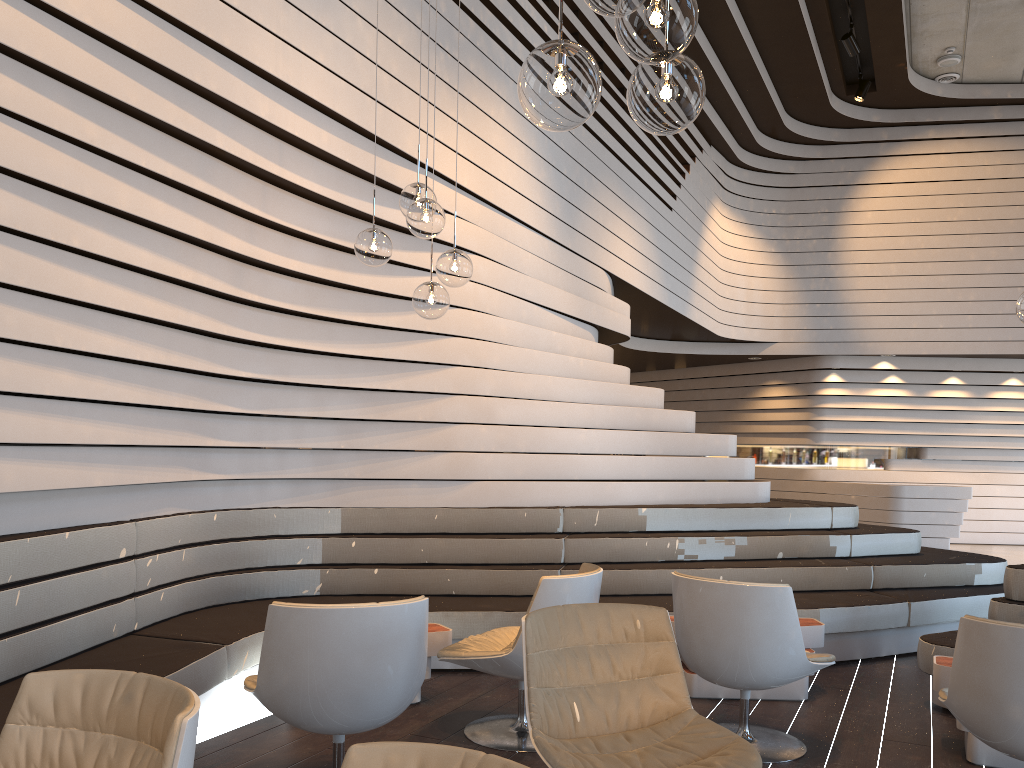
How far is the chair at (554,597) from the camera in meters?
3.6 m

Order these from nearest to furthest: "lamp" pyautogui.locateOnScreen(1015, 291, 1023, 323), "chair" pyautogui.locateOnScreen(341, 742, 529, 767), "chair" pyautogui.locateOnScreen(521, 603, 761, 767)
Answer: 1. "chair" pyautogui.locateOnScreen(341, 742, 529, 767)
2. "chair" pyautogui.locateOnScreen(521, 603, 761, 767)
3. "lamp" pyautogui.locateOnScreen(1015, 291, 1023, 323)

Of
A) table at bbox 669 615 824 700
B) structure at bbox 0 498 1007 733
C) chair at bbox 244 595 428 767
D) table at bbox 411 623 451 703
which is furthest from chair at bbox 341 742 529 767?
table at bbox 669 615 824 700

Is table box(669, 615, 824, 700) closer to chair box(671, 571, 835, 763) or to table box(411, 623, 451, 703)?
chair box(671, 571, 835, 763)

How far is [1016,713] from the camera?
2.8 meters

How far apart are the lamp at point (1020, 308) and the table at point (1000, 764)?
1.5m

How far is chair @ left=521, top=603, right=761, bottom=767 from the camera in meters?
2.6

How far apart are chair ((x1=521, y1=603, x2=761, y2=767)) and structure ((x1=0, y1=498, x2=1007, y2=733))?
1.6m

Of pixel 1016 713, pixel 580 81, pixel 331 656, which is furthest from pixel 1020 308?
pixel 331 656

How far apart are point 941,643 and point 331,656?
3.1 meters
